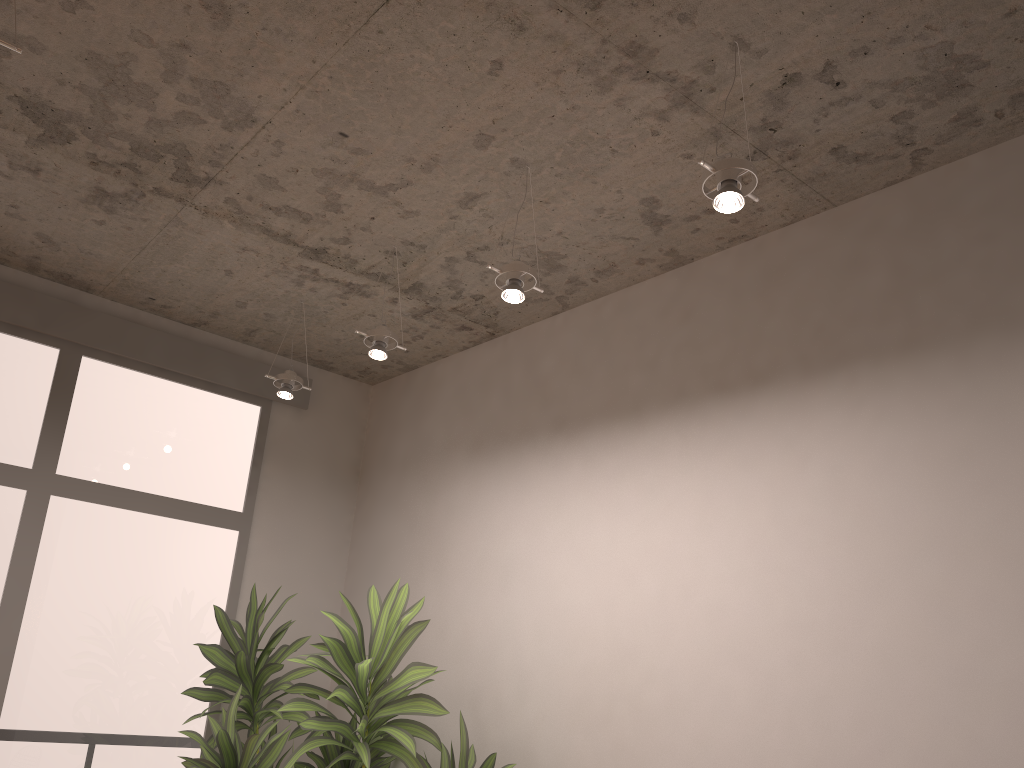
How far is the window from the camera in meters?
3.9 m

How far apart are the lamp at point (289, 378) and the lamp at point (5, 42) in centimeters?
214cm

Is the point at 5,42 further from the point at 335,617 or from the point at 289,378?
the point at 289,378

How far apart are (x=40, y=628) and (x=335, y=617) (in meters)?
1.75

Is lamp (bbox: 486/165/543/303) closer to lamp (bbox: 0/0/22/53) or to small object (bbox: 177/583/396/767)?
lamp (bbox: 0/0/22/53)

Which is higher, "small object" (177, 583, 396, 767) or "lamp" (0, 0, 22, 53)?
"lamp" (0, 0, 22, 53)

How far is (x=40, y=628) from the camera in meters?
3.9 m

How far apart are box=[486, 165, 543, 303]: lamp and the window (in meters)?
2.33

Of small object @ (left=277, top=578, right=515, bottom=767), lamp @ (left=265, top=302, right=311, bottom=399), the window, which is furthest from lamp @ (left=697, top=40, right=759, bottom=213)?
the window

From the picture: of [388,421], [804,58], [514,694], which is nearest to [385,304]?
[388,421]
